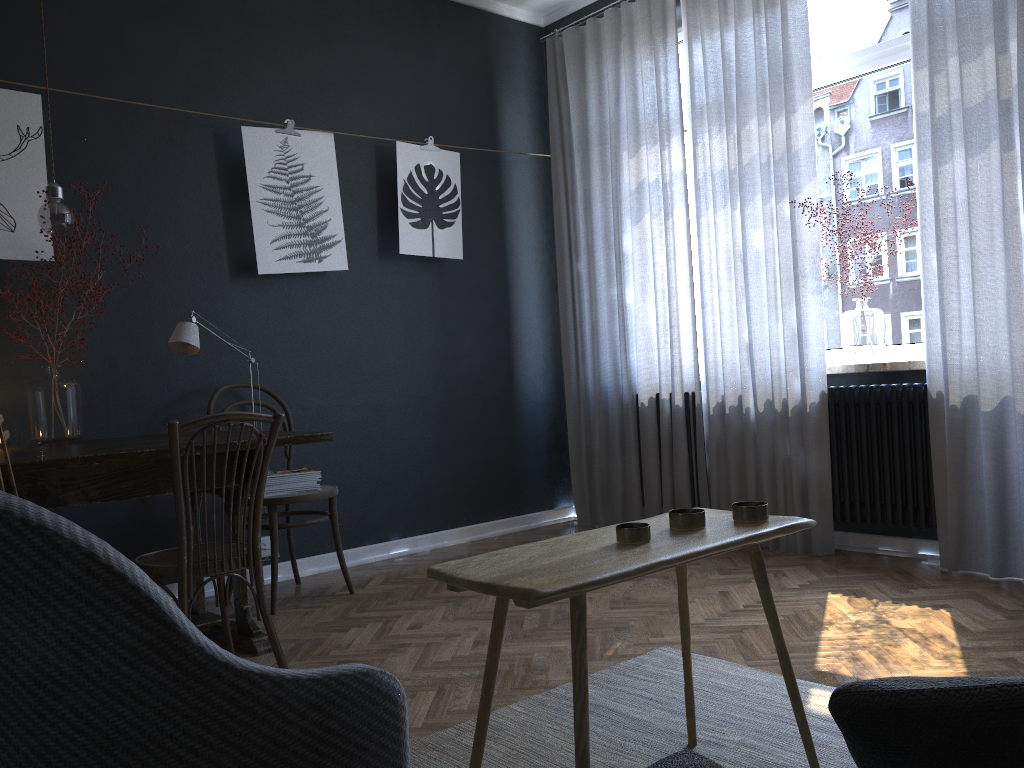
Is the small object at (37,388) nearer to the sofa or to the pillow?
the sofa

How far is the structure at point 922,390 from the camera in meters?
3.6 m

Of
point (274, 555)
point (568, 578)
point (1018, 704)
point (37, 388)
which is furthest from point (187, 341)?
point (1018, 704)

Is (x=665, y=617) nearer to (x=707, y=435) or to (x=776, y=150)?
(x=707, y=435)

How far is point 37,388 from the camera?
3.19m

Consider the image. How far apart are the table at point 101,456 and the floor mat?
1.0m

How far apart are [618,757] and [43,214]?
2.4m

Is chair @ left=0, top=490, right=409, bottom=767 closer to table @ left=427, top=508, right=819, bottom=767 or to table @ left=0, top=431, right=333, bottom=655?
table @ left=427, top=508, right=819, bottom=767

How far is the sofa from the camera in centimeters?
60cm

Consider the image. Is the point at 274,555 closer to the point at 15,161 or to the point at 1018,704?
the point at 15,161
